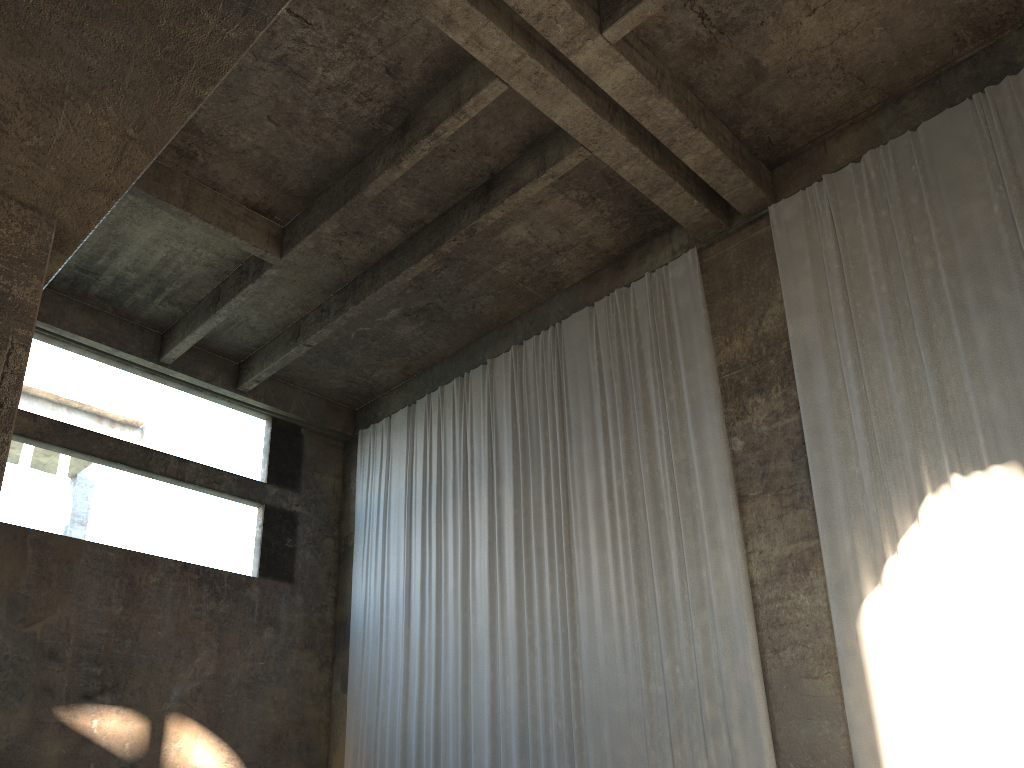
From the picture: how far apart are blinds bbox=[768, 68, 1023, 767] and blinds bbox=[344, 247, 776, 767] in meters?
0.9 m

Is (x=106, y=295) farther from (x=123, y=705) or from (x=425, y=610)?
(x=425, y=610)

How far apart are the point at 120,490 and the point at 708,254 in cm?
3349

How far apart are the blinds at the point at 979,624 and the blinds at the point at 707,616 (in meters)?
0.95

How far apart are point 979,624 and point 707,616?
3.0m

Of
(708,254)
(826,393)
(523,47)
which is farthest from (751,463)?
(523,47)

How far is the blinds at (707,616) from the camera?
10.2m

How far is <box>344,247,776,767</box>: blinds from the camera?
10.2m

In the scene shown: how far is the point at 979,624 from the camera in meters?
8.1 m

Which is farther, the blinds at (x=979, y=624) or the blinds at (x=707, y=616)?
the blinds at (x=707, y=616)
